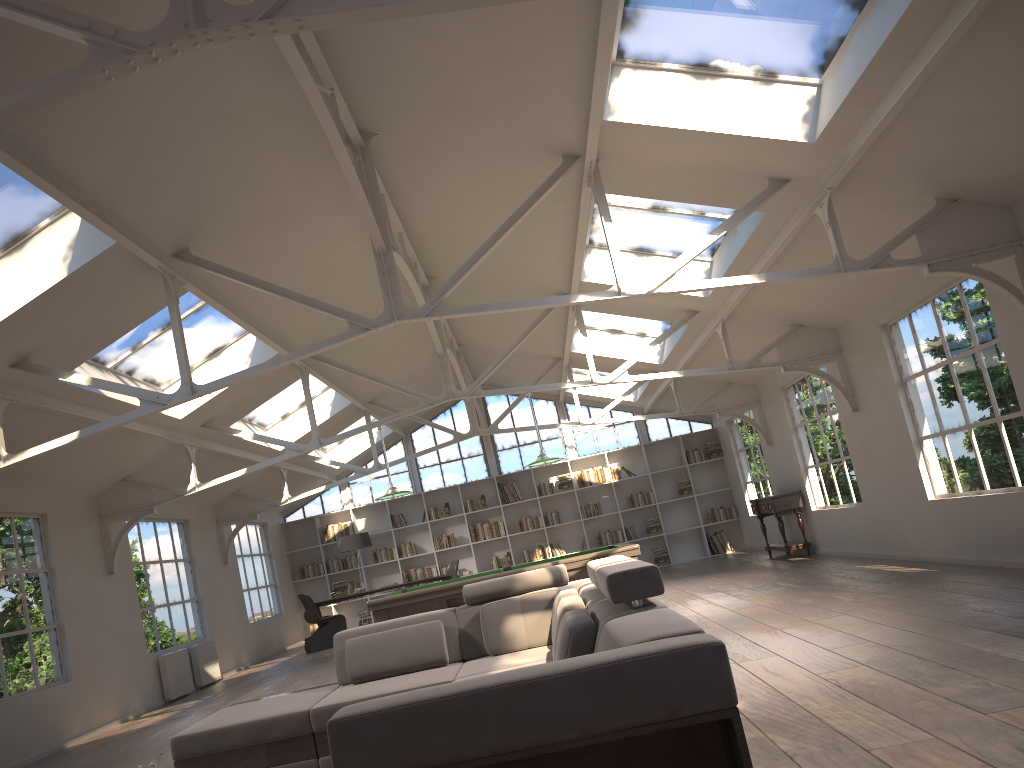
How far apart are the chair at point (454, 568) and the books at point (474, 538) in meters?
1.3 m

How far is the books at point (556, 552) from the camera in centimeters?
1665cm

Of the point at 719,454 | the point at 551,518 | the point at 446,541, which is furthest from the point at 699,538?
the point at 446,541

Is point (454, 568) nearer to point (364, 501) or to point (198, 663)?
point (364, 501)

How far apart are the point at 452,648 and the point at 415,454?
8.5m

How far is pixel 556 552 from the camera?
16.6 meters

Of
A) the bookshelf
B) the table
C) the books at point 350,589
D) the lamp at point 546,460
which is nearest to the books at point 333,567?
the bookshelf

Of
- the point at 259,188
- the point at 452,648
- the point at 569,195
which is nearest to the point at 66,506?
the point at 259,188

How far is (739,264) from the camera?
8.33m

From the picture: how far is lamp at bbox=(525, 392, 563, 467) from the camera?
9.7 meters
